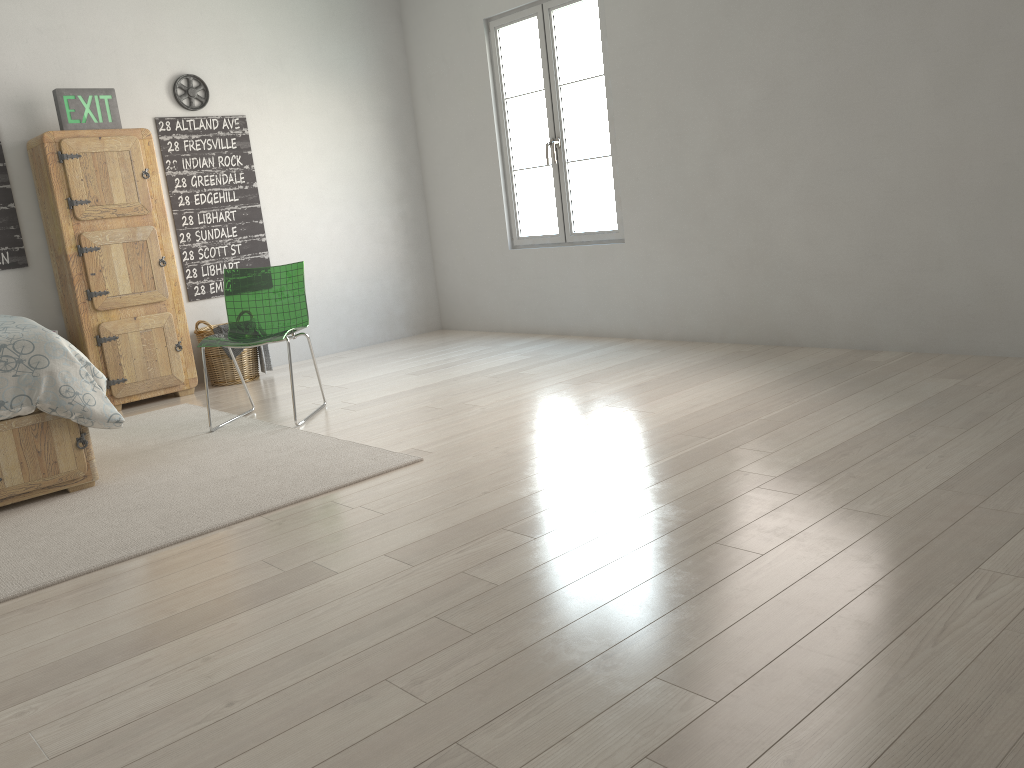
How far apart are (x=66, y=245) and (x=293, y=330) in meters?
1.6

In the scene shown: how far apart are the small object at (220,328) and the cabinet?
0.2m

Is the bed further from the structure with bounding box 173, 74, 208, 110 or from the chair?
the structure with bounding box 173, 74, 208, 110

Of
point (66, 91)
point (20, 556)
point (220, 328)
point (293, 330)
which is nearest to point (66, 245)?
point (66, 91)

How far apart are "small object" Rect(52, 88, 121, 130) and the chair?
1.3 meters

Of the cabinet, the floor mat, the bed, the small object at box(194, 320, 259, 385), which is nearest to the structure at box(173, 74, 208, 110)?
the cabinet

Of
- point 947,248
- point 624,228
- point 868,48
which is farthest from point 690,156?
point 947,248

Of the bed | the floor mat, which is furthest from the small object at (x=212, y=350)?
the bed

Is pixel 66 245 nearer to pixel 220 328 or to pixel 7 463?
pixel 220 328

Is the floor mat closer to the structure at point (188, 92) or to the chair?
the chair
